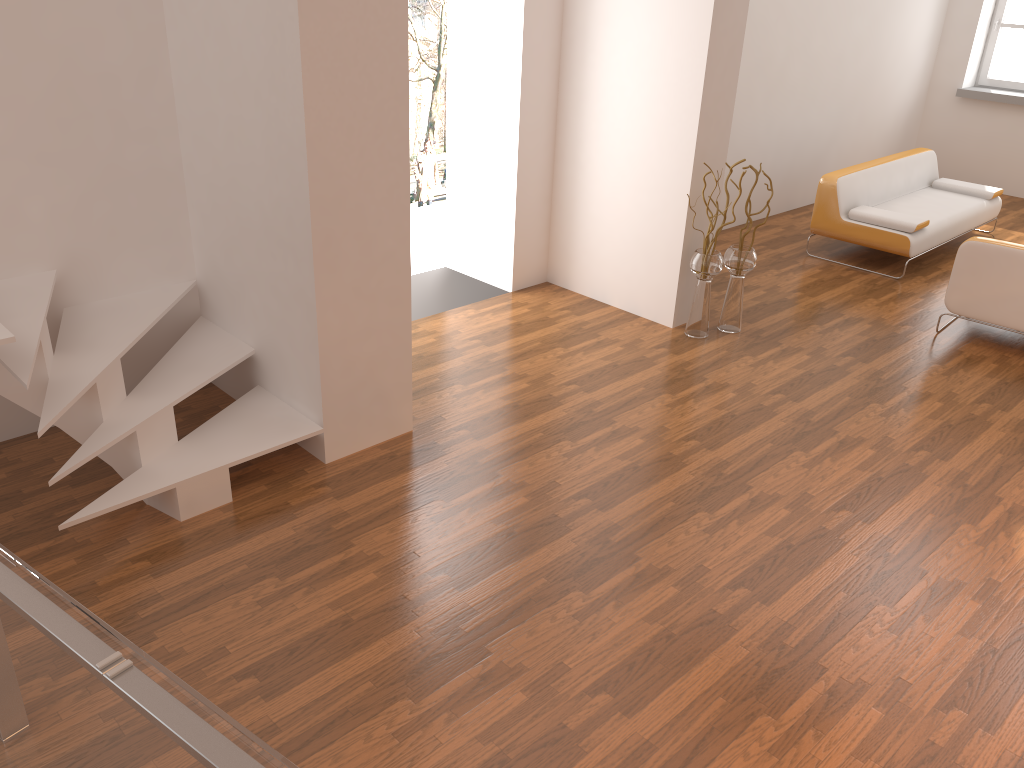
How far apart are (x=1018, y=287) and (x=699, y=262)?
1.93m

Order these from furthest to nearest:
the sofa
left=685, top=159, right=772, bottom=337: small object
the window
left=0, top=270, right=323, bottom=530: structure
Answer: the window, the sofa, left=685, top=159, right=772, bottom=337: small object, left=0, top=270, right=323, bottom=530: structure

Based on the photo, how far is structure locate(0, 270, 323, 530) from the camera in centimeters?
338cm

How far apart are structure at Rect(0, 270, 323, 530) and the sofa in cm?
477

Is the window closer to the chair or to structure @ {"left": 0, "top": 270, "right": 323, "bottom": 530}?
the chair

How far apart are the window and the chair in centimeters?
521cm

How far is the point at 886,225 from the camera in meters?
6.7

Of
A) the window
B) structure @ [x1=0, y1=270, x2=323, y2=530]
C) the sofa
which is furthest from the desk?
the window

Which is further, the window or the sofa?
the window

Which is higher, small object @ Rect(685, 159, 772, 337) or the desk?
the desk
